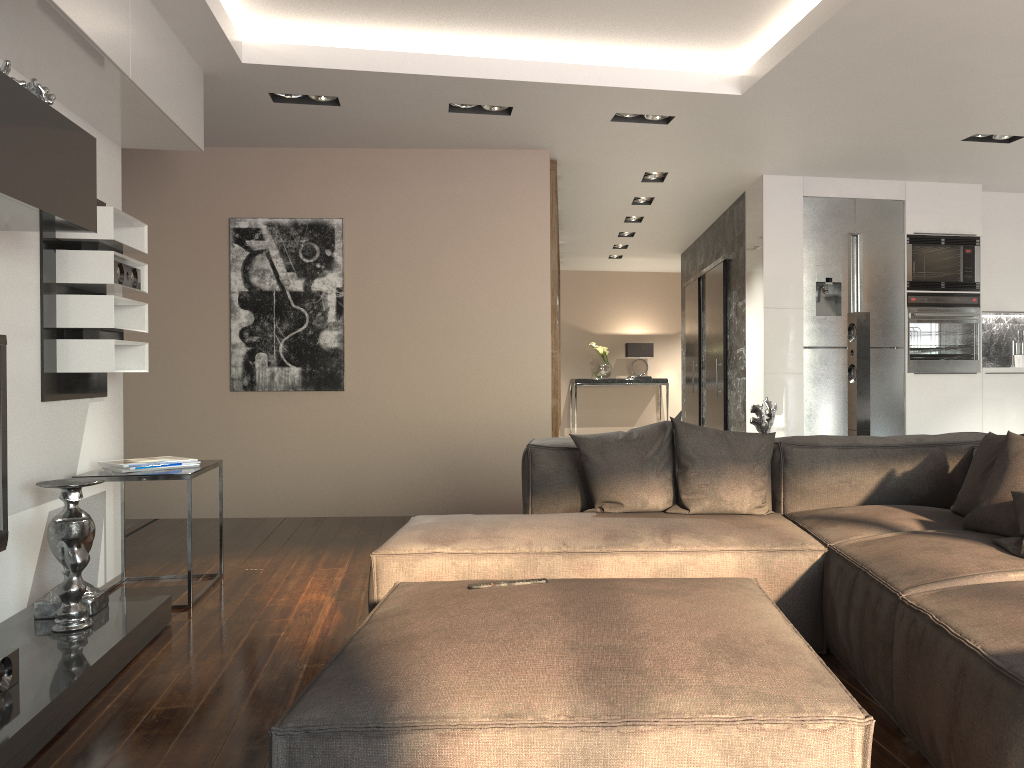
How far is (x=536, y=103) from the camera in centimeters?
498cm

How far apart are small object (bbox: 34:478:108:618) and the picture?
2.8 meters

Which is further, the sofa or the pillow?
the pillow

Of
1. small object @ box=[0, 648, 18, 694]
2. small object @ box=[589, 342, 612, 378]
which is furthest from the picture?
small object @ box=[589, 342, 612, 378]

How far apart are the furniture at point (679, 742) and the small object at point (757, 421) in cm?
196

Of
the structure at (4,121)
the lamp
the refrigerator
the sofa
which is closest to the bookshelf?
the refrigerator

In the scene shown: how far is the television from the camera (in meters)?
2.96

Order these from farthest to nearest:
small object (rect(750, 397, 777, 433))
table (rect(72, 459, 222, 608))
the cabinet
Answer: the cabinet
small object (rect(750, 397, 777, 433))
table (rect(72, 459, 222, 608))

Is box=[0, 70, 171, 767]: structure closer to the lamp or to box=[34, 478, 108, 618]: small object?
box=[34, 478, 108, 618]: small object

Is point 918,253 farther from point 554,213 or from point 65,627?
point 65,627
